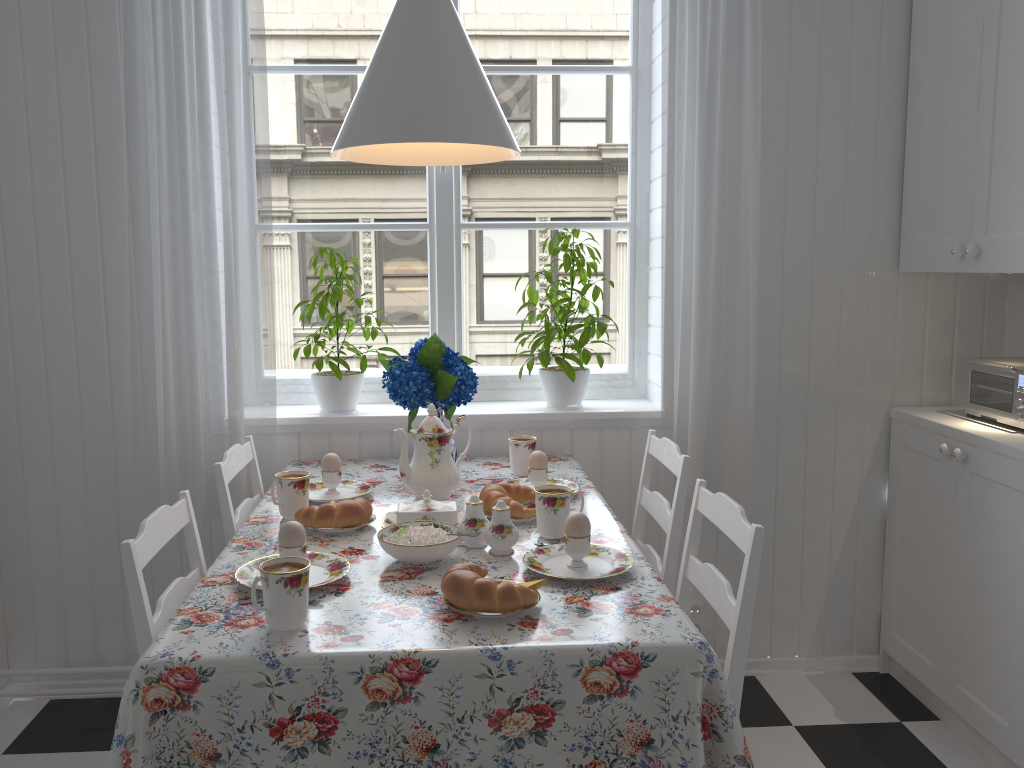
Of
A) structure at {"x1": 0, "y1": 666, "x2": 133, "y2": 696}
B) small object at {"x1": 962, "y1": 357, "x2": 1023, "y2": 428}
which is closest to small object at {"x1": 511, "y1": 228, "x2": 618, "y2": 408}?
small object at {"x1": 962, "y1": 357, "x2": 1023, "y2": 428}

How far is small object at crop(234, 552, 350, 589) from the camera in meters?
1.5

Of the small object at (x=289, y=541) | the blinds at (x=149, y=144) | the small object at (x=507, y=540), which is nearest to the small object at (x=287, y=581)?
the small object at (x=289, y=541)

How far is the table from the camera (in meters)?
1.23

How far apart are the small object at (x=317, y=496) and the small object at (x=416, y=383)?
0.2m

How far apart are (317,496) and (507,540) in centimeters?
63cm

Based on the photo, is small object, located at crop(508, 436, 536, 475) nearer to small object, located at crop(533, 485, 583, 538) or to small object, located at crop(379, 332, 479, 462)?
small object, located at crop(379, 332, 479, 462)

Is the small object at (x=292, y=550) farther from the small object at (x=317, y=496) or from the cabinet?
the cabinet

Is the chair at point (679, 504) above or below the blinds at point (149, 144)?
below

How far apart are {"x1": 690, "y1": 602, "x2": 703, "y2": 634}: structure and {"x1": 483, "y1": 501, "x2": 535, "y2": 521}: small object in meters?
0.9
